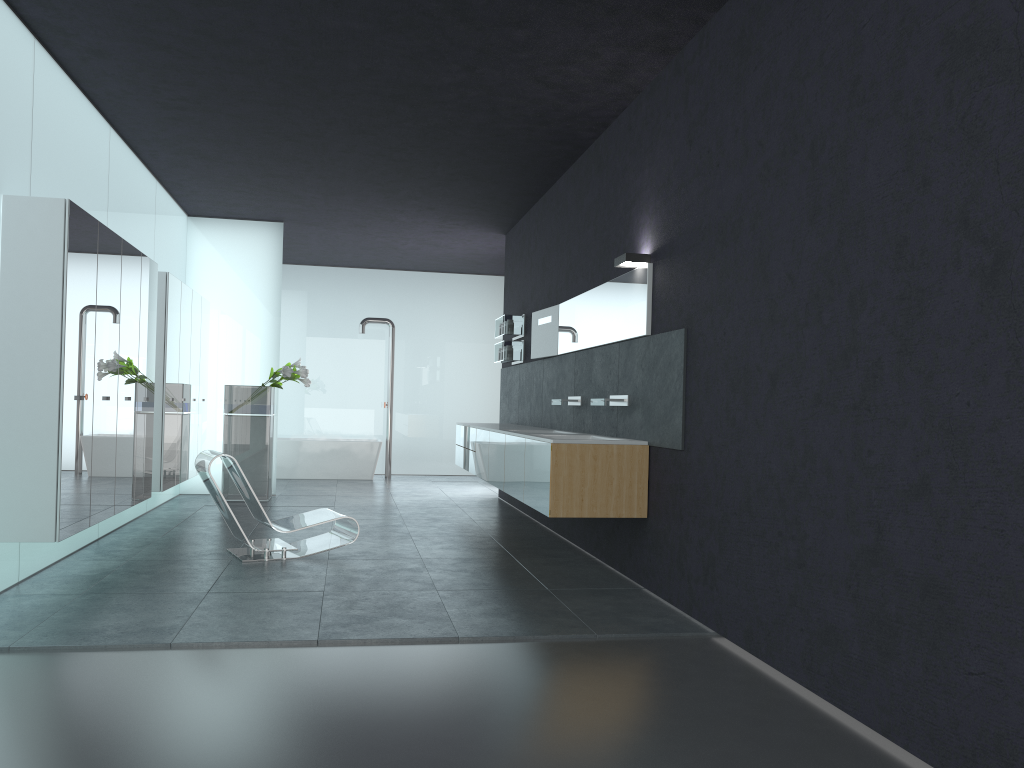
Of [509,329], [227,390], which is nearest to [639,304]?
[509,329]

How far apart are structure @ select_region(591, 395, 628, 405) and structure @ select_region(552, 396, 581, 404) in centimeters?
108cm

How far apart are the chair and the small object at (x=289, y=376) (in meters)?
3.66

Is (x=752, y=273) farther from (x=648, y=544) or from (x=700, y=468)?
(x=648, y=544)

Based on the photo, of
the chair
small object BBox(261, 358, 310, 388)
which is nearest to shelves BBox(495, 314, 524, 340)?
small object BBox(261, 358, 310, 388)

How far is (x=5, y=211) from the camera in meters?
5.7

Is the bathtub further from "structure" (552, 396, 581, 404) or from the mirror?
"structure" (552, 396, 581, 404)

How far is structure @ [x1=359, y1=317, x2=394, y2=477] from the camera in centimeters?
1552cm

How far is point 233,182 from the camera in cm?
1017

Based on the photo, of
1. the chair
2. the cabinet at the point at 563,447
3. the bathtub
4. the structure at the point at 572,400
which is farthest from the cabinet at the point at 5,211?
the structure at the point at 572,400
